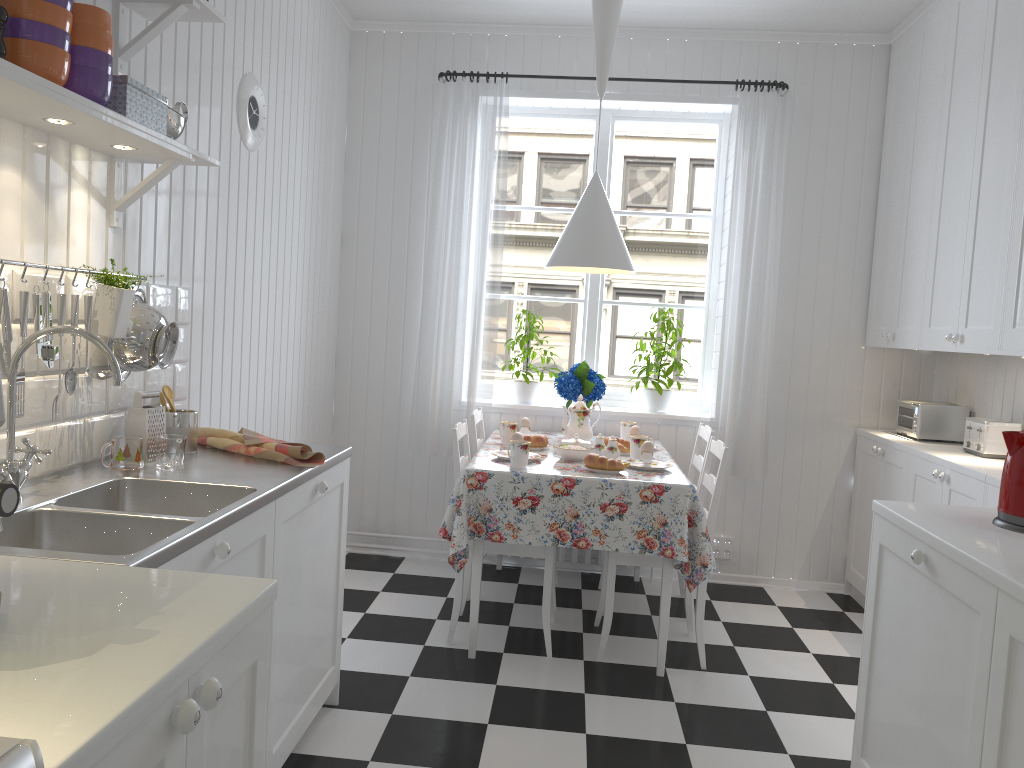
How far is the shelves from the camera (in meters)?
1.61

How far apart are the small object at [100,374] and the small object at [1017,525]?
2.09m

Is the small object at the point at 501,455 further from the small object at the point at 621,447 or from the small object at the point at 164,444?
the small object at the point at 164,444

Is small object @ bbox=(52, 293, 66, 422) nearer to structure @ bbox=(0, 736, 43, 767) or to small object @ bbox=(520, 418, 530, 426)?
structure @ bbox=(0, 736, 43, 767)

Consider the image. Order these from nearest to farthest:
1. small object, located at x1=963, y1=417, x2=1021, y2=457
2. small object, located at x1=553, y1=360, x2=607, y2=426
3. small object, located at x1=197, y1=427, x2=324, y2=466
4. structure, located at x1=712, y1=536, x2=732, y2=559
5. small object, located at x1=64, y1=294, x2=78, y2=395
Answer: small object, located at x1=64, y1=294, x2=78, y2=395 → small object, located at x1=197, y1=427, x2=324, y2=466 → small object, located at x1=963, y1=417, x2=1021, y2=457 → small object, located at x1=553, y1=360, x2=607, y2=426 → structure, located at x1=712, y1=536, x2=732, y2=559

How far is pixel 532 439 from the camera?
3.7m

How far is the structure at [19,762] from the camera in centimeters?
70cm

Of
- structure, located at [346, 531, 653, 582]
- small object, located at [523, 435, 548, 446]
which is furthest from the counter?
structure, located at [346, 531, 653, 582]

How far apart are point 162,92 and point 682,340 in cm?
291

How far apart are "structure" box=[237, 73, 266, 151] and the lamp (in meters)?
1.22
